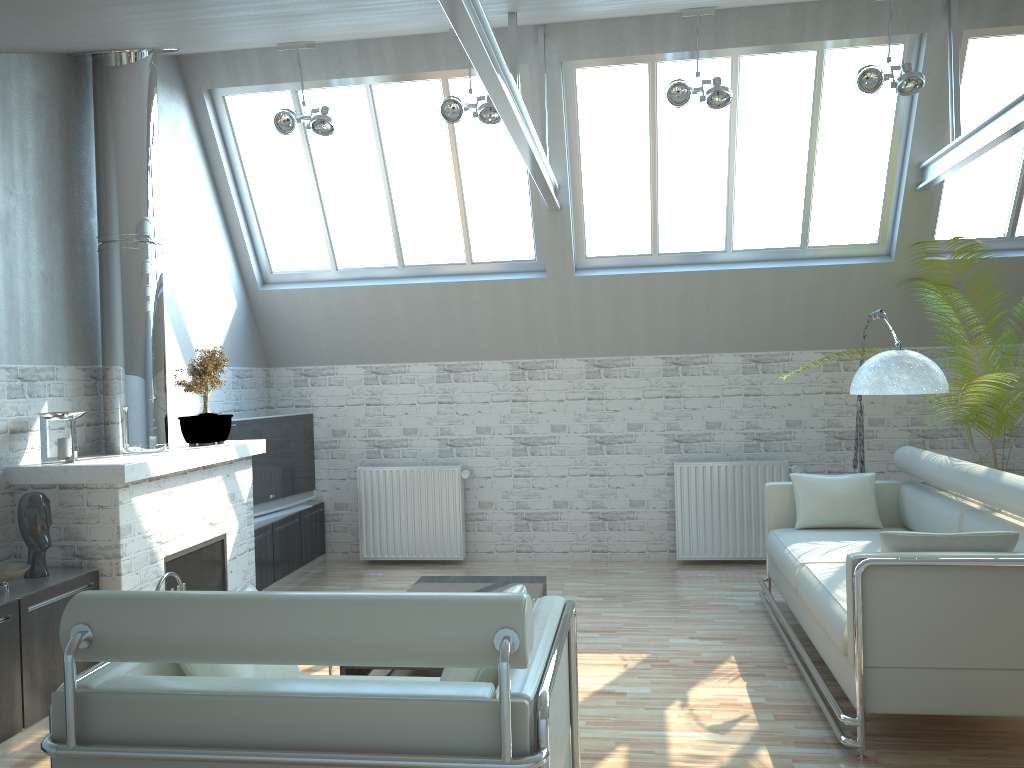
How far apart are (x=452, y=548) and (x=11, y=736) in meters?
7.7

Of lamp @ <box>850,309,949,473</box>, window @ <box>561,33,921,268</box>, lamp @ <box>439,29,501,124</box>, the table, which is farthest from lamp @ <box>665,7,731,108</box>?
the table

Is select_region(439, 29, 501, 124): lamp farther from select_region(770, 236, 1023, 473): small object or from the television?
select_region(770, 236, 1023, 473): small object

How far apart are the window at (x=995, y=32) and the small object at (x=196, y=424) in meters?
10.1

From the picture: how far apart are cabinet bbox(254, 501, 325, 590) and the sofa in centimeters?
681cm

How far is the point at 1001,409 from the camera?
8.93m

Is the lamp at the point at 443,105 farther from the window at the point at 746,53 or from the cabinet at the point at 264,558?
the cabinet at the point at 264,558

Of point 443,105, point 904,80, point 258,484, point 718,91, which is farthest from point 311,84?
point 904,80

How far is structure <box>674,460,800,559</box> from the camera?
13.7 meters

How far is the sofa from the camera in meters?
6.8 m
